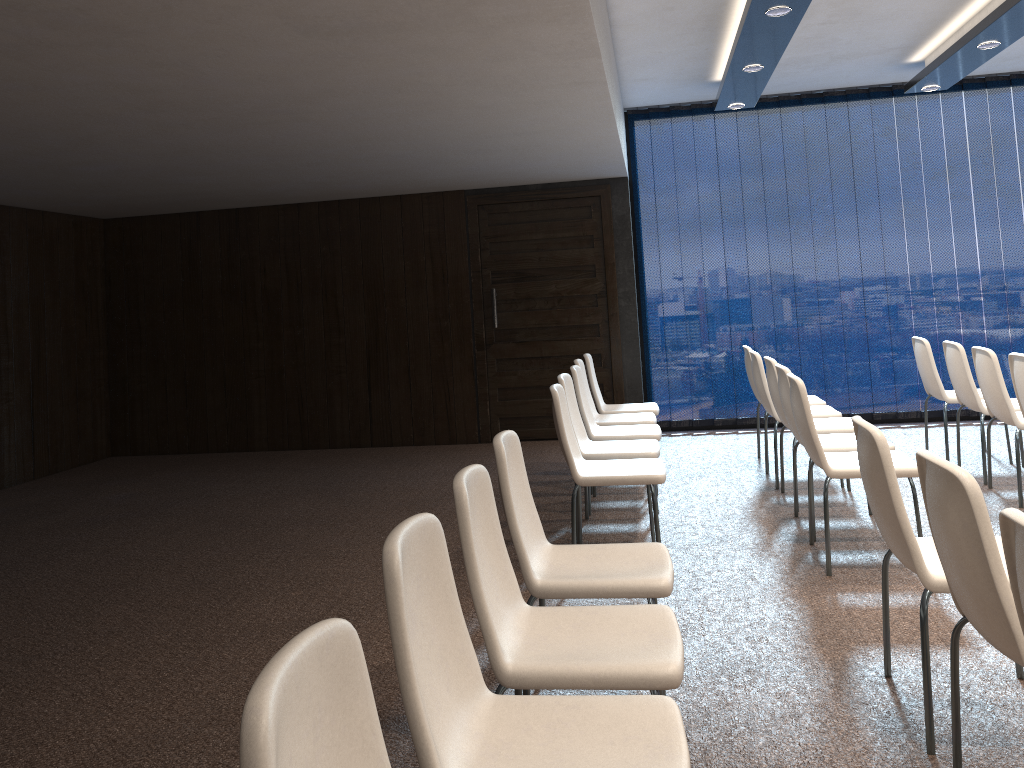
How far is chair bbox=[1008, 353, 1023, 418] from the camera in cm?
471

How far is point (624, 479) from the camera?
4.3m

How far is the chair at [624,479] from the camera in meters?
4.3 m

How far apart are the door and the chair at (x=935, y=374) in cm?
266

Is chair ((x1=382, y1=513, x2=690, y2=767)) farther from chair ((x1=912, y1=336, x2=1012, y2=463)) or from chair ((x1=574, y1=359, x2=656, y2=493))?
chair ((x1=912, y1=336, x2=1012, y2=463))

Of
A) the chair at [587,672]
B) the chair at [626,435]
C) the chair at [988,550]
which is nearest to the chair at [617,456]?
the chair at [626,435]

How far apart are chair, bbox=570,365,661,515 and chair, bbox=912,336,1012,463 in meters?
2.2

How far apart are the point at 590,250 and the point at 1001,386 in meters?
4.0

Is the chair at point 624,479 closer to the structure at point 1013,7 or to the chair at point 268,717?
the structure at point 1013,7

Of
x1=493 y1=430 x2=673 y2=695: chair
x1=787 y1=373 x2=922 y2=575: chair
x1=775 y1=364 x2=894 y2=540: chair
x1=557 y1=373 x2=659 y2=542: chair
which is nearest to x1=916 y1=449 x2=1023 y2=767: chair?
x1=493 y1=430 x2=673 y2=695: chair
